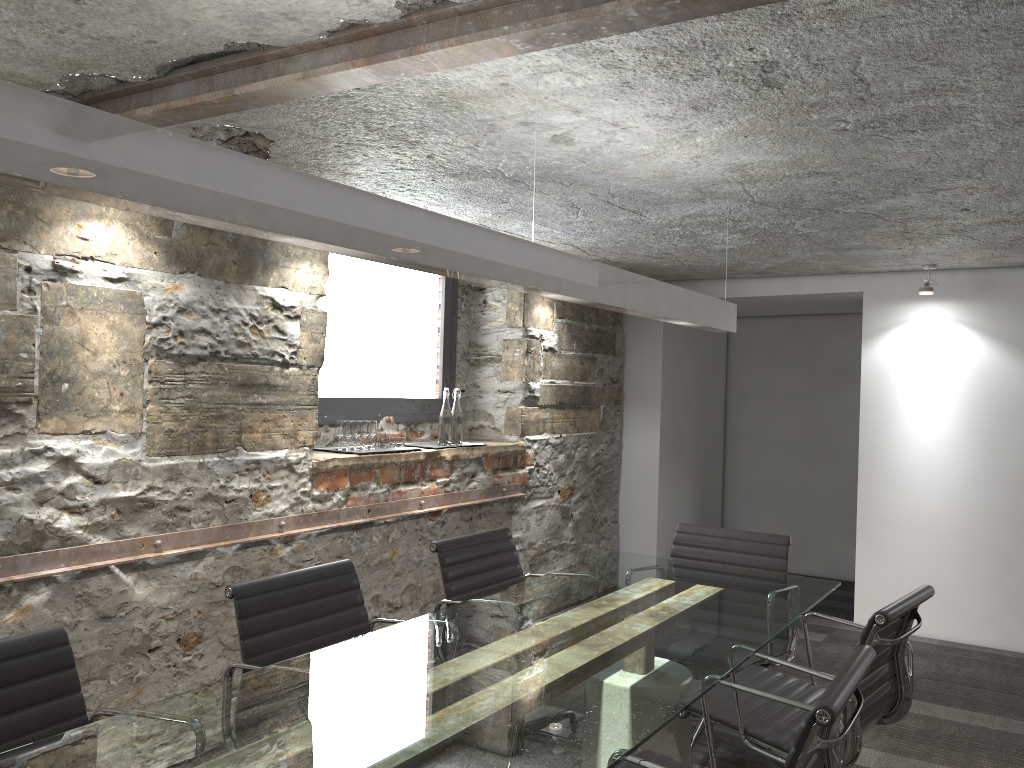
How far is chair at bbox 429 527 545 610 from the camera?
3.1m

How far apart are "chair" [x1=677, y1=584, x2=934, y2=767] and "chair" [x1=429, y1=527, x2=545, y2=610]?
0.8 meters

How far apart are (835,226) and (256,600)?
2.95m

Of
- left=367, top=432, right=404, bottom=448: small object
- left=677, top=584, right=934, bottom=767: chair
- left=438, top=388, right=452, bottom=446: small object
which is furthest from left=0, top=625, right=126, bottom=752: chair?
left=438, top=388, right=452, bottom=446: small object

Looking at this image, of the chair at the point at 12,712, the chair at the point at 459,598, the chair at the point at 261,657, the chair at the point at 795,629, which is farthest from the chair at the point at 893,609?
the chair at the point at 12,712

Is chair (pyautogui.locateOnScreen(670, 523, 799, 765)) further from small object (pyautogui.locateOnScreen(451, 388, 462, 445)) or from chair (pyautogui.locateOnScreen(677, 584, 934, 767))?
small object (pyautogui.locateOnScreen(451, 388, 462, 445))

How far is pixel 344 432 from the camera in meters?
4.0 m

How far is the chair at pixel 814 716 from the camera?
1.6 meters

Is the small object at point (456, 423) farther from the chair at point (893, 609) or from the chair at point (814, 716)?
the chair at point (814, 716)

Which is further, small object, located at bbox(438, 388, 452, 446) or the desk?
small object, located at bbox(438, 388, 452, 446)
